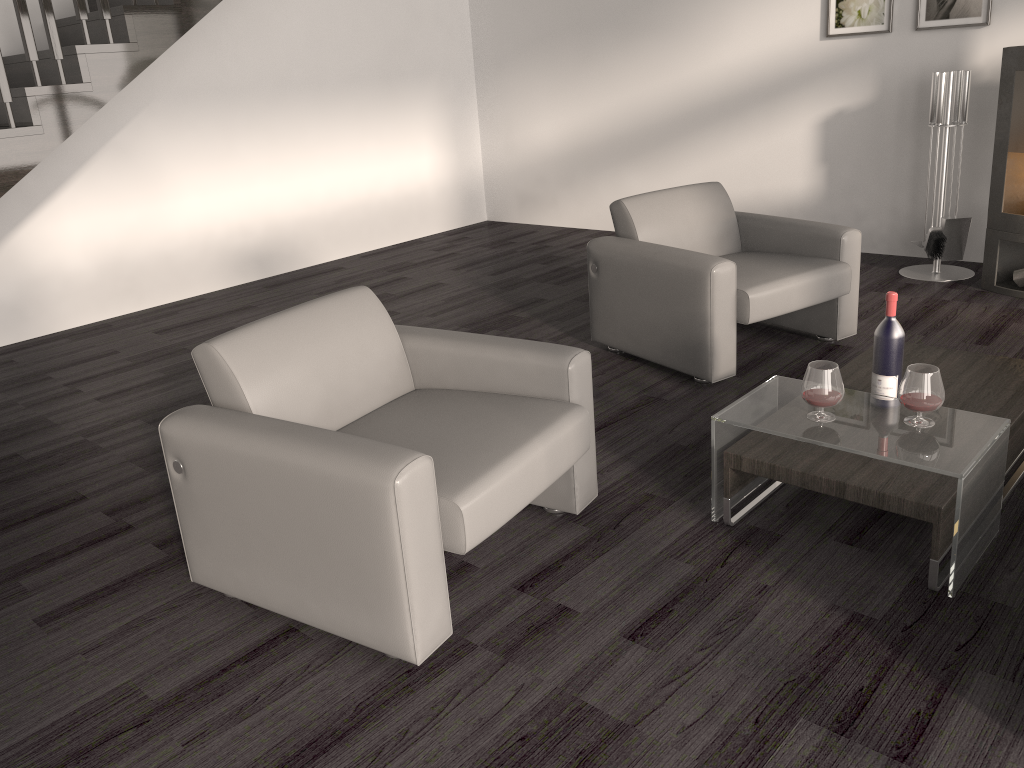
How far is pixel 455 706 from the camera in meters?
2.0 m

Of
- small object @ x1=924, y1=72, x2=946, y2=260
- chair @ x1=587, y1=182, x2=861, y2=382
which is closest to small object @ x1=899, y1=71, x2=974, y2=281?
small object @ x1=924, y1=72, x2=946, y2=260

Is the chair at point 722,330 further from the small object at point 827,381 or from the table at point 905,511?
the small object at point 827,381

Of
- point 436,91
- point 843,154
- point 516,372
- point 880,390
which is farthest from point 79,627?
point 436,91

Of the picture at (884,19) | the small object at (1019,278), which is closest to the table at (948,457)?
the small object at (1019,278)

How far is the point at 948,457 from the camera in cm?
221

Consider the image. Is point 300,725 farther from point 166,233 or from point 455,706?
point 166,233

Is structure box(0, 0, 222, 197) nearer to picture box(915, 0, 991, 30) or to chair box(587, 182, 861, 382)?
chair box(587, 182, 861, 382)

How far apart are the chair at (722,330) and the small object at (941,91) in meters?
1.2 m

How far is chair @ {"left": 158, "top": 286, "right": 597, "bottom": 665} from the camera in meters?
2.0 m
